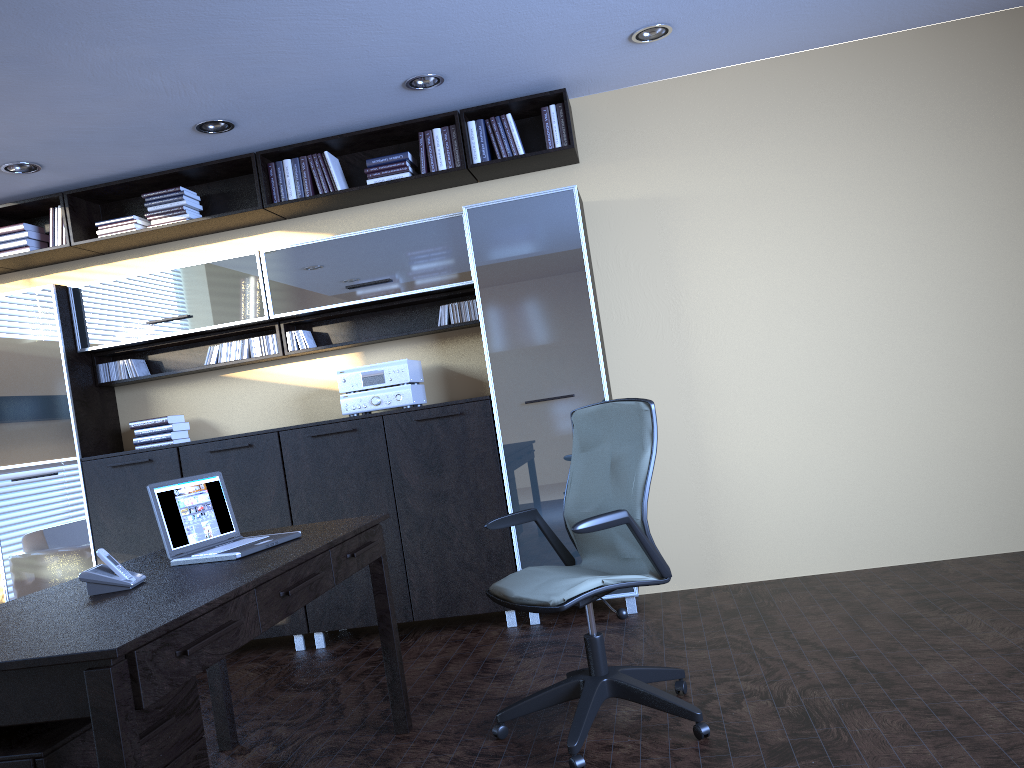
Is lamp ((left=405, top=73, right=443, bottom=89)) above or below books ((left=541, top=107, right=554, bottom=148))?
above

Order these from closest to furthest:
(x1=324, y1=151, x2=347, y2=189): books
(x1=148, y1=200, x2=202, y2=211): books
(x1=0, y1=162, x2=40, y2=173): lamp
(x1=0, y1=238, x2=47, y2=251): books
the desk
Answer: the desk, (x1=0, y1=162, x2=40, y2=173): lamp, (x1=324, y1=151, x2=347, y2=189): books, (x1=148, y1=200, x2=202, y2=211): books, (x1=0, y1=238, x2=47, y2=251): books

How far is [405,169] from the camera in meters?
5.2

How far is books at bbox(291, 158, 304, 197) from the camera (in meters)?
5.35

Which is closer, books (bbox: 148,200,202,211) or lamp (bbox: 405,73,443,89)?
lamp (bbox: 405,73,443,89)

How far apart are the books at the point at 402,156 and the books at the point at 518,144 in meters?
0.6

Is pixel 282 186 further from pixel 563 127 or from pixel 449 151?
pixel 563 127

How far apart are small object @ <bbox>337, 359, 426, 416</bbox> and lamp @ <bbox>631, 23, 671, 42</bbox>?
2.15m

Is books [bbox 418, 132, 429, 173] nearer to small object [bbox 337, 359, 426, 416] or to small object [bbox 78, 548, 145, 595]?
small object [bbox 337, 359, 426, 416]

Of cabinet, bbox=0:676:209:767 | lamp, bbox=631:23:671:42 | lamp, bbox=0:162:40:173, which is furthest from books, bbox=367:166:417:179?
cabinet, bbox=0:676:209:767
